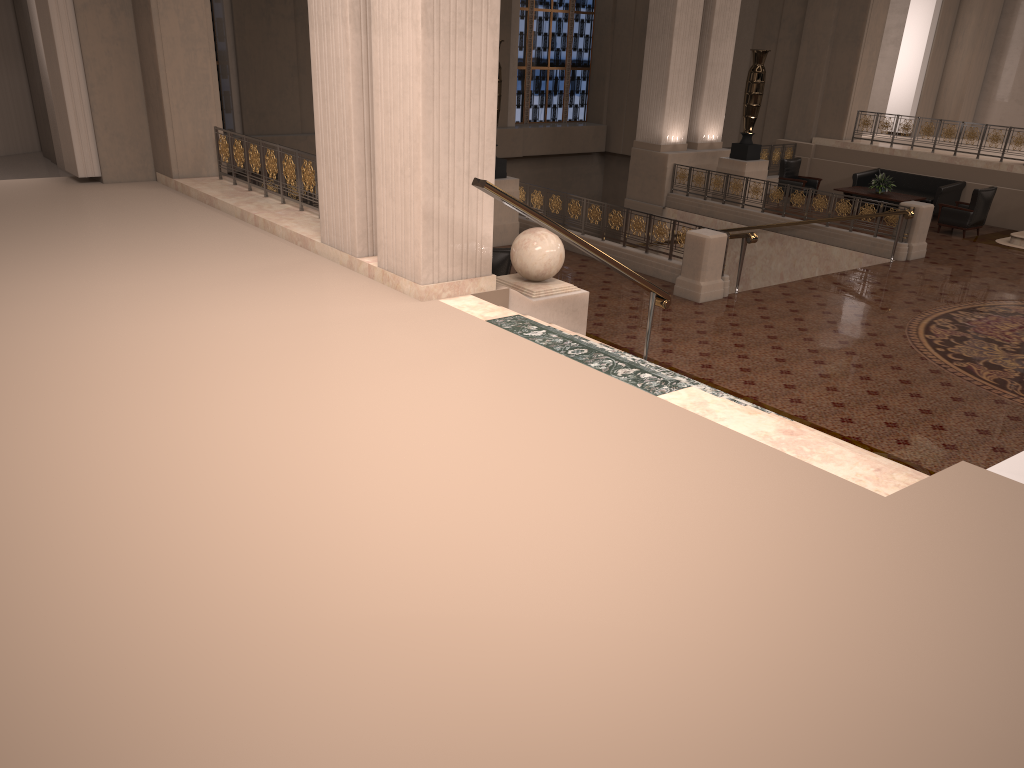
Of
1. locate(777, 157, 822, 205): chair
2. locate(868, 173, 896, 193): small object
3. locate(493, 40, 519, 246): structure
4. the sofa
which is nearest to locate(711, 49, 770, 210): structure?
locate(777, 157, 822, 205): chair

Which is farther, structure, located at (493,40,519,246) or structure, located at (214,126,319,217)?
structure, located at (493,40,519,246)

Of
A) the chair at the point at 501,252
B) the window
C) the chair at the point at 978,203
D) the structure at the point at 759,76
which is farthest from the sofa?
the chair at the point at 501,252

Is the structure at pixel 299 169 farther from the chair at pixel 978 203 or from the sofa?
the sofa

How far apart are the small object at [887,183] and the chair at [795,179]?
1.3m

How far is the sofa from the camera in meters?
17.0

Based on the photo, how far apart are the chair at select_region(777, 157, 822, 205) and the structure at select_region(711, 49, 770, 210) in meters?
1.5 m

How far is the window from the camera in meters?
23.6

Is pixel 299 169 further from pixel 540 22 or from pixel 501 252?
pixel 540 22

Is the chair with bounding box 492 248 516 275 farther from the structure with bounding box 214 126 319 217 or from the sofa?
the sofa
